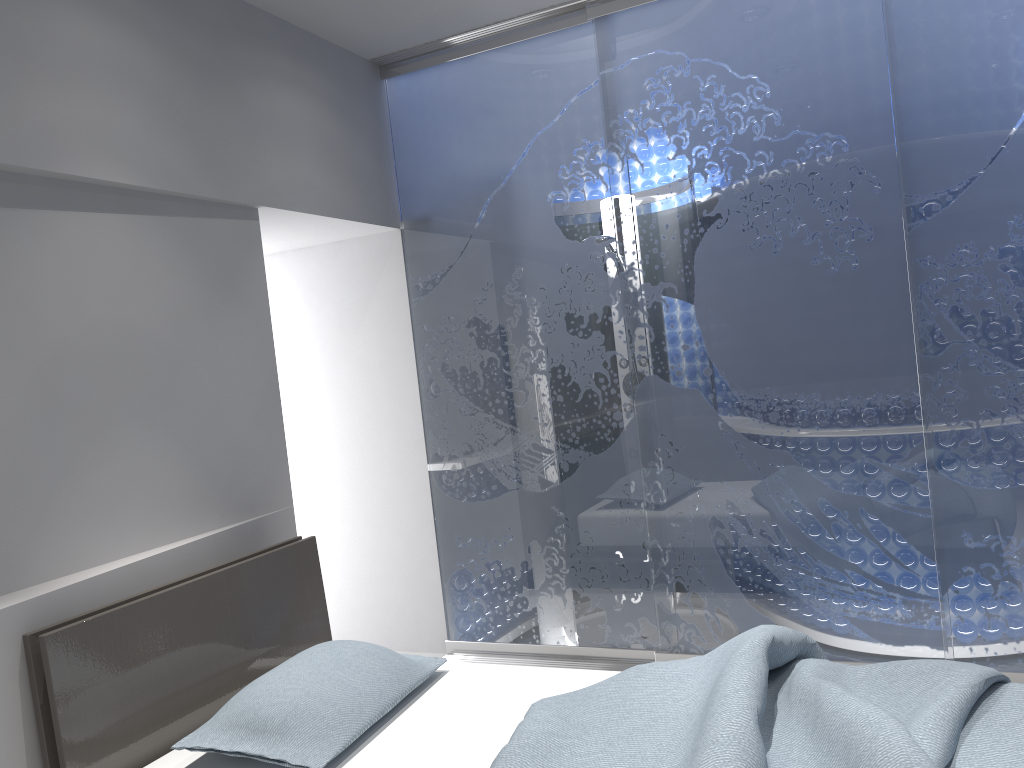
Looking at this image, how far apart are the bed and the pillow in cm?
4

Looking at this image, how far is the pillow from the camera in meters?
2.1 m

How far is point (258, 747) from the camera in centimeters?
215cm

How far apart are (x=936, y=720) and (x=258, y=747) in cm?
154

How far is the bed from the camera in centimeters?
183cm

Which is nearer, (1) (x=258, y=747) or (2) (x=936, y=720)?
(2) (x=936, y=720)

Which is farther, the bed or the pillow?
the pillow

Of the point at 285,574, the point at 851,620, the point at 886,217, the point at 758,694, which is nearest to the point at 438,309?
the point at 285,574
